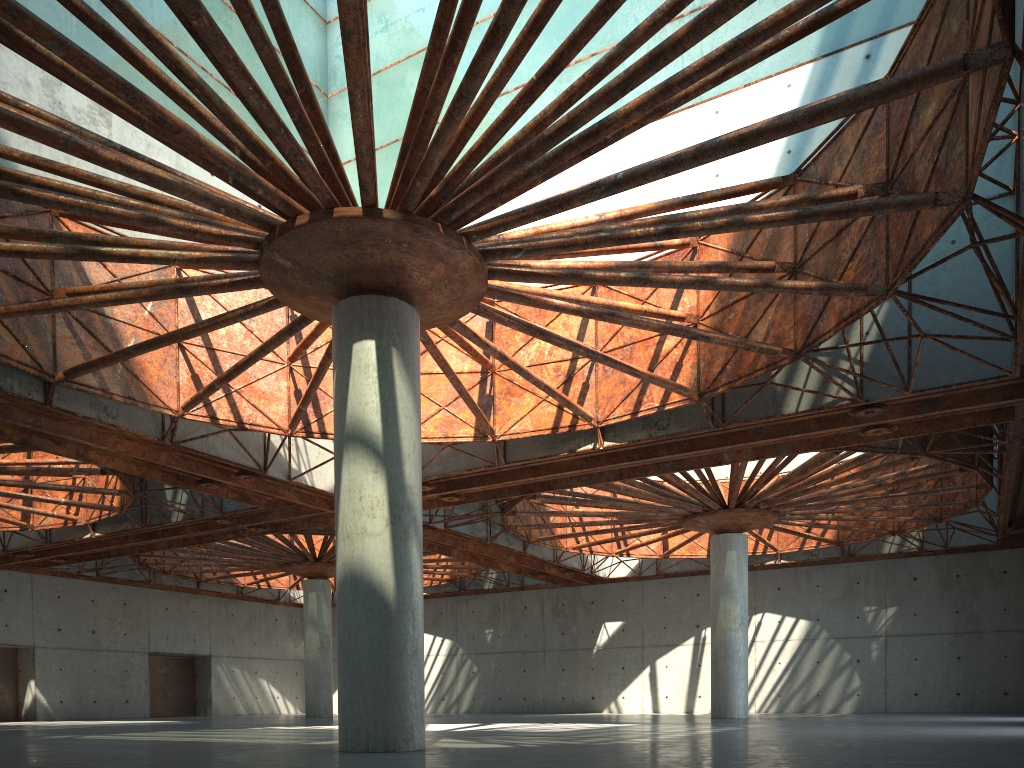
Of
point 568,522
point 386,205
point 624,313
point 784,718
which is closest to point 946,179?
point 624,313

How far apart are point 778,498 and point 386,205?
29.28m

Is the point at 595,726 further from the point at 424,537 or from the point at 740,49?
the point at 740,49
